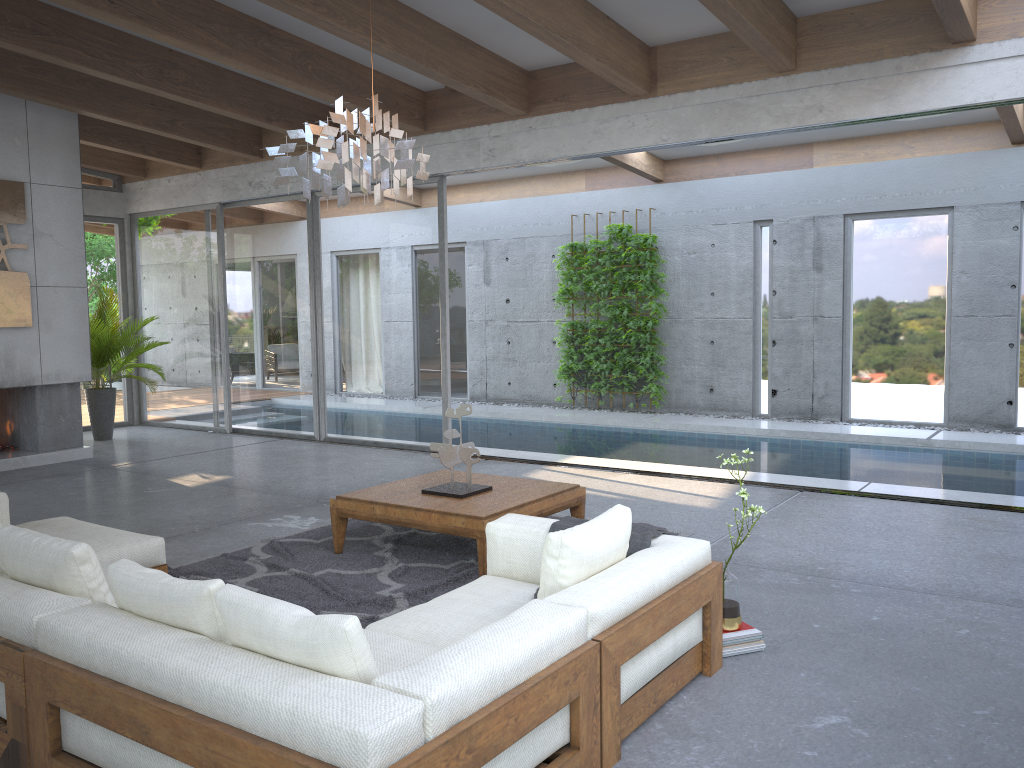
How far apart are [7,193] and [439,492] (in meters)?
5.72

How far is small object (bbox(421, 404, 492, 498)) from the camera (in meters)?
5.09

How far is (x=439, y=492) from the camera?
5.09m

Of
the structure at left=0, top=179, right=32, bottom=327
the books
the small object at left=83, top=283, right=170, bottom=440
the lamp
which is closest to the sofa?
the books

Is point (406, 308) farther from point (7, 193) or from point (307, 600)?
point (307, 600)

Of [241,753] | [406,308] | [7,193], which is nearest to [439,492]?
[241,753]

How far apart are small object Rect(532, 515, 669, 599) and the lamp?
1.8m

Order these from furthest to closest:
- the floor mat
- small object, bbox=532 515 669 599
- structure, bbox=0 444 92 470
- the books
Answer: structure, bbox=0 444 92 470 < the floor mat < the books < small object, bbox=532 515 669 599

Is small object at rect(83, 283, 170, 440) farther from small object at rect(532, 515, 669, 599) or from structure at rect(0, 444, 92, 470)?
small object at rect(532, 515, 669, 599)

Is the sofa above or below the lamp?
below
